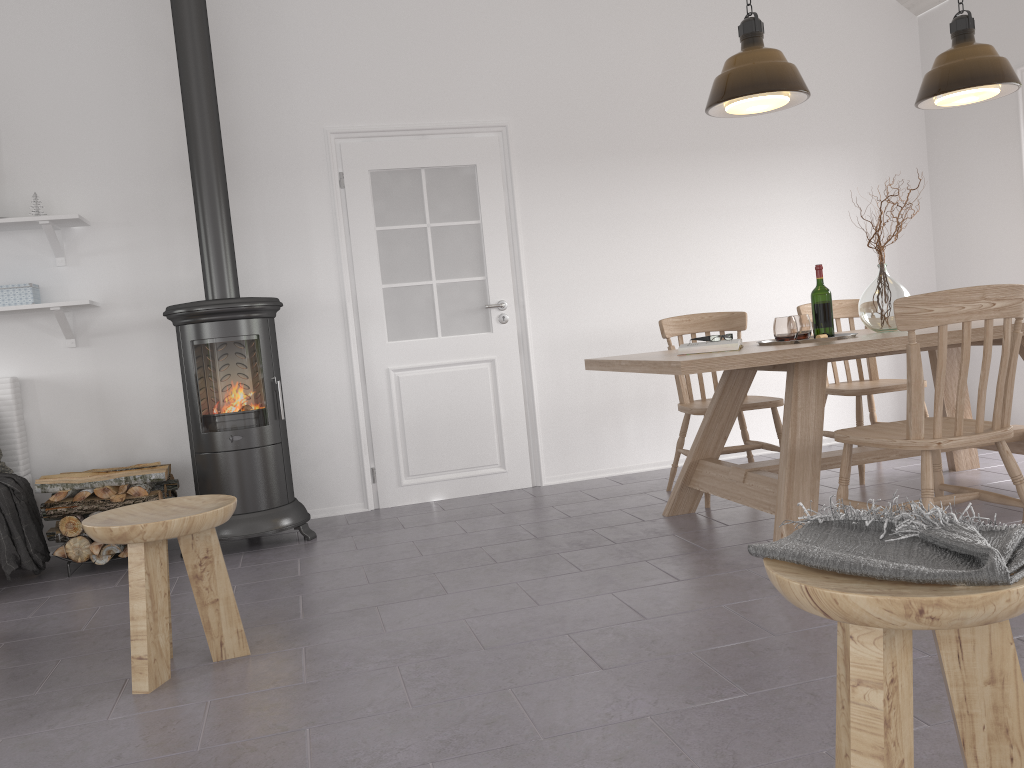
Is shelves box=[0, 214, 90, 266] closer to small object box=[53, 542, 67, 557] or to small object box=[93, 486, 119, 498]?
small object box=[93, 486, 119, 498]

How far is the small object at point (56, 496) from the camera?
3.9m

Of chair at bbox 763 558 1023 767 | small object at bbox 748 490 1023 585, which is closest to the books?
small object at bbox 748 490 1023 585

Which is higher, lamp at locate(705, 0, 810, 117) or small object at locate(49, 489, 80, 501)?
lamp at locate(705, 0, 810, 117)

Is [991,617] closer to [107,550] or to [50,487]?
[107,550]

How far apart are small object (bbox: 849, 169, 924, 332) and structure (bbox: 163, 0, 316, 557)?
2.65m

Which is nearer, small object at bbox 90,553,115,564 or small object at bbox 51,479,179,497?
small object at bbox 90,553,115,564

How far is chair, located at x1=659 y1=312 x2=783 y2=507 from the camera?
4.2 meters

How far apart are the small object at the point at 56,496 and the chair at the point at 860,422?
3.65m

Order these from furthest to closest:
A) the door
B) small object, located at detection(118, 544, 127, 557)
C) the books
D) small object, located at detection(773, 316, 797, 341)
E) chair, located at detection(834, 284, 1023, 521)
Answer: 1. the door
2. small object, located at detection(118, 544, 127, 557)
3. small object, located at detection(773, 316, 797, 341)
4. the books
5. chair, located at detection(834, 284, 1023, 521)
